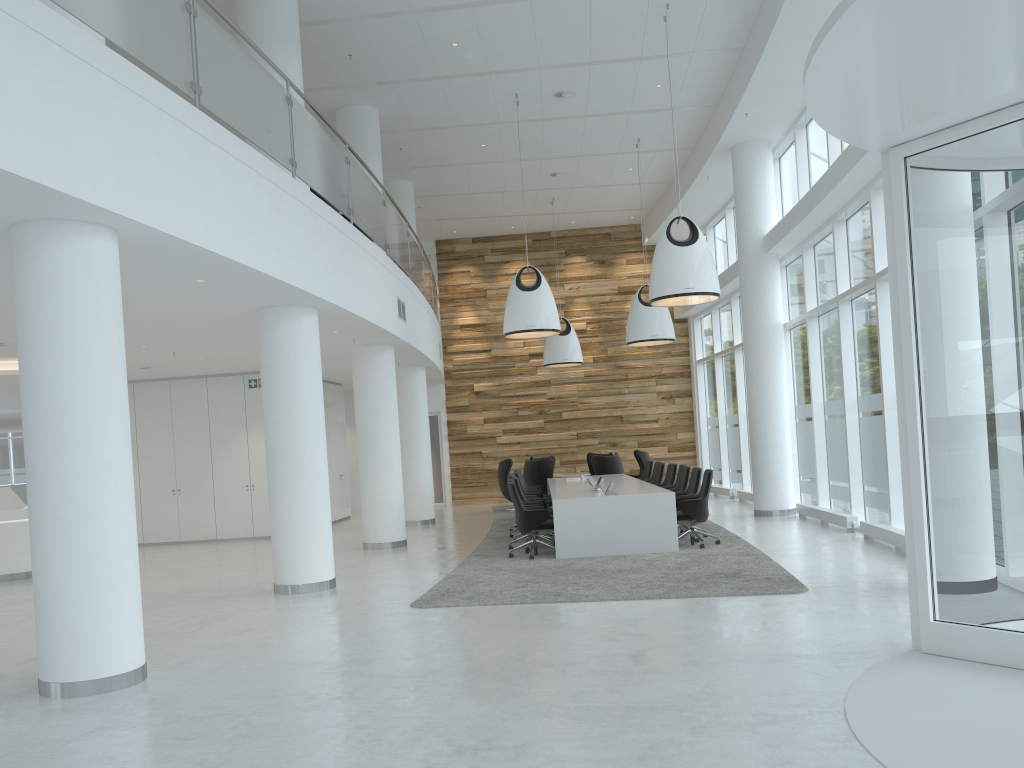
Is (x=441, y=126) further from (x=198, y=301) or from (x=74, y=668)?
(x=74, y=668)

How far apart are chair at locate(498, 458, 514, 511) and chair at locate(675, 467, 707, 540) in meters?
7.1 m

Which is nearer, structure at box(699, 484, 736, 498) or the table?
the table

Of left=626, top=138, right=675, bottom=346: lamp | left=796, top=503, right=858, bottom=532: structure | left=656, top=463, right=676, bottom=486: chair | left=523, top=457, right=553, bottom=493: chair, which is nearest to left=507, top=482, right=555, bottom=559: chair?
left=656, top=463, right=676, bottom=486: chair

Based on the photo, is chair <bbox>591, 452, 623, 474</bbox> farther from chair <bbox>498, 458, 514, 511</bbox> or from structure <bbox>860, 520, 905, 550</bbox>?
structure <bbox>860, 520, 905, 550</bbox>

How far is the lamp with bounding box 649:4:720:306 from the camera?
10.6 meters

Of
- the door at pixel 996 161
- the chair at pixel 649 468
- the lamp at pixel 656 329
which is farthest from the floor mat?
the lamp at pixel 656 329

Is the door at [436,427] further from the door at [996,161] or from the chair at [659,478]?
the door at [996,161]

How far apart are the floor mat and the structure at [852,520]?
1.45m

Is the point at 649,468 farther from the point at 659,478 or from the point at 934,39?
the point at 934,39
